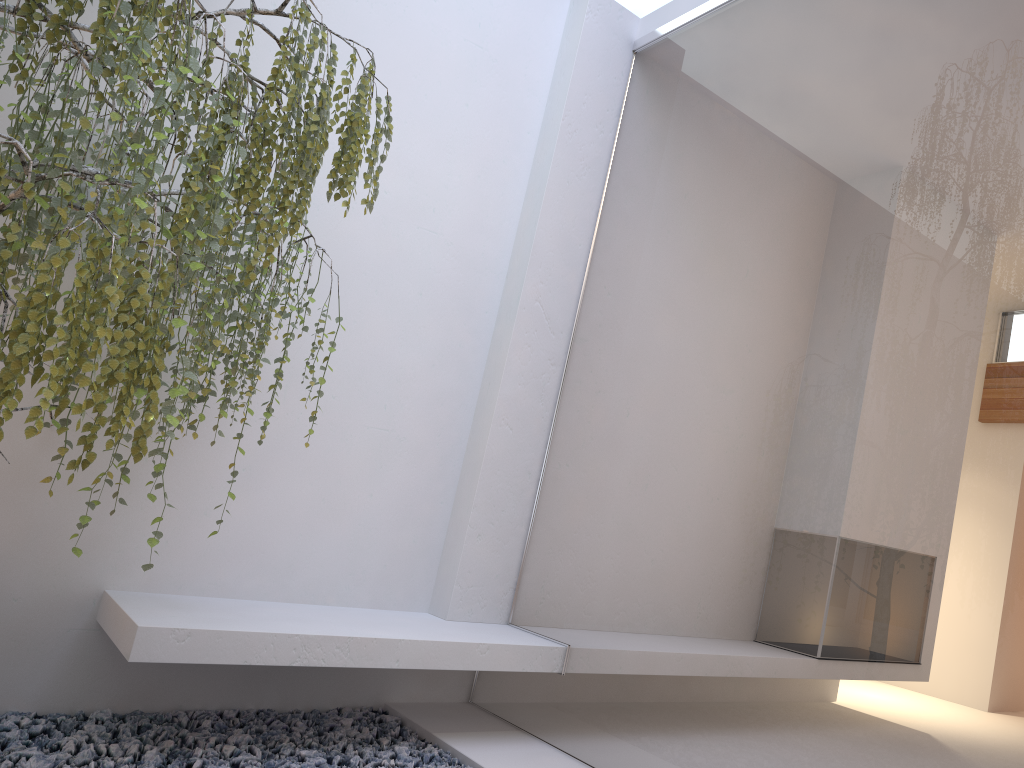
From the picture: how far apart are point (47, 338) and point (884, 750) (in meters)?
2.11

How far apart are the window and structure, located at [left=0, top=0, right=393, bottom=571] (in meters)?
1.17

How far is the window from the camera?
2.1 meters

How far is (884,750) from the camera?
2.1m

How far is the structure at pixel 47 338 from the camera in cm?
180

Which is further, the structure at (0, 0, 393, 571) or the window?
the window

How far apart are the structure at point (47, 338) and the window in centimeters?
117cm

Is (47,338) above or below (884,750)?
above

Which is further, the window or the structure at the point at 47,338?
the window
